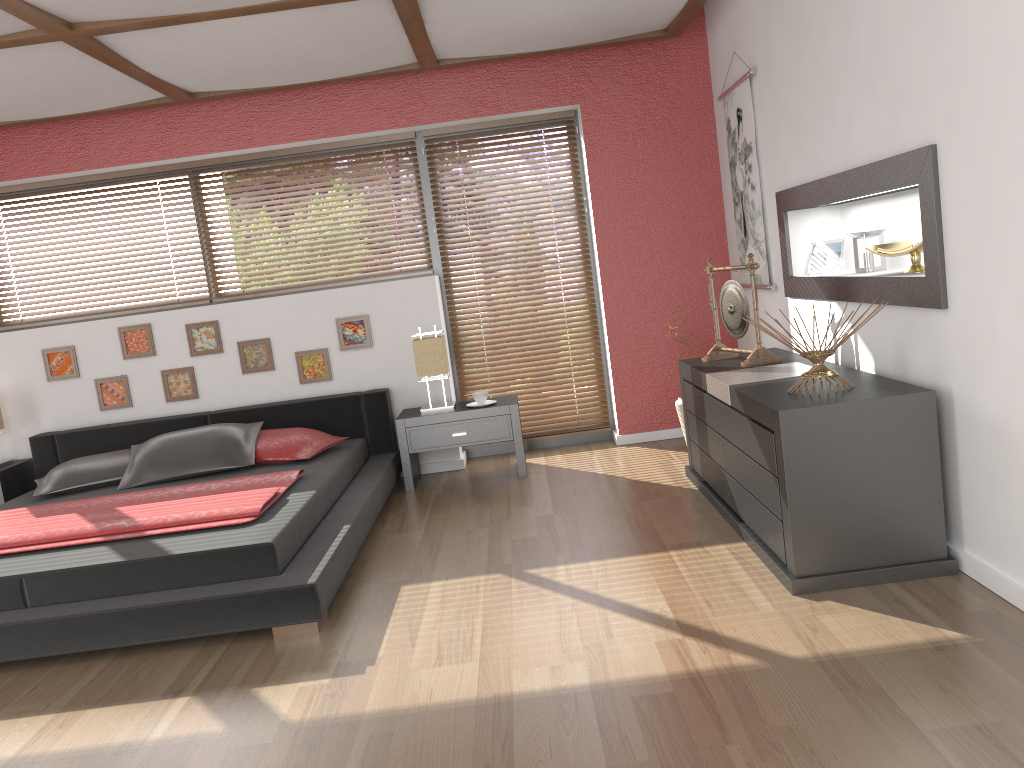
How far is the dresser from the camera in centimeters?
283cm

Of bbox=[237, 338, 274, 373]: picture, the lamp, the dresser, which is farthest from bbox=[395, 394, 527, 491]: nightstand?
the dresser

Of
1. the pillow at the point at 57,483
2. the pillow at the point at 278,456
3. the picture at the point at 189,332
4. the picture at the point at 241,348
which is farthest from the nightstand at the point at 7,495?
the pillow at the point at 278,456

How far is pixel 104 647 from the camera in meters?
3.1 m

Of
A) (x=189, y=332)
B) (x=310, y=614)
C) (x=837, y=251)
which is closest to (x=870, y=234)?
(x=837, y=251)

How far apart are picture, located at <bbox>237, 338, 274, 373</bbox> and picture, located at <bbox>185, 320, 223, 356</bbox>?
0.1m

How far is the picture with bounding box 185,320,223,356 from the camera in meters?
5.4 m

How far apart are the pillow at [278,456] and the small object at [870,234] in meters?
2.9

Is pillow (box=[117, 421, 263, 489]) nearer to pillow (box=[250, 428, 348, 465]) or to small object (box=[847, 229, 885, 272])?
pillow (box=[250, 428, 348, 465])

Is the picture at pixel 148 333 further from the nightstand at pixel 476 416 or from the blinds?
the blinds
